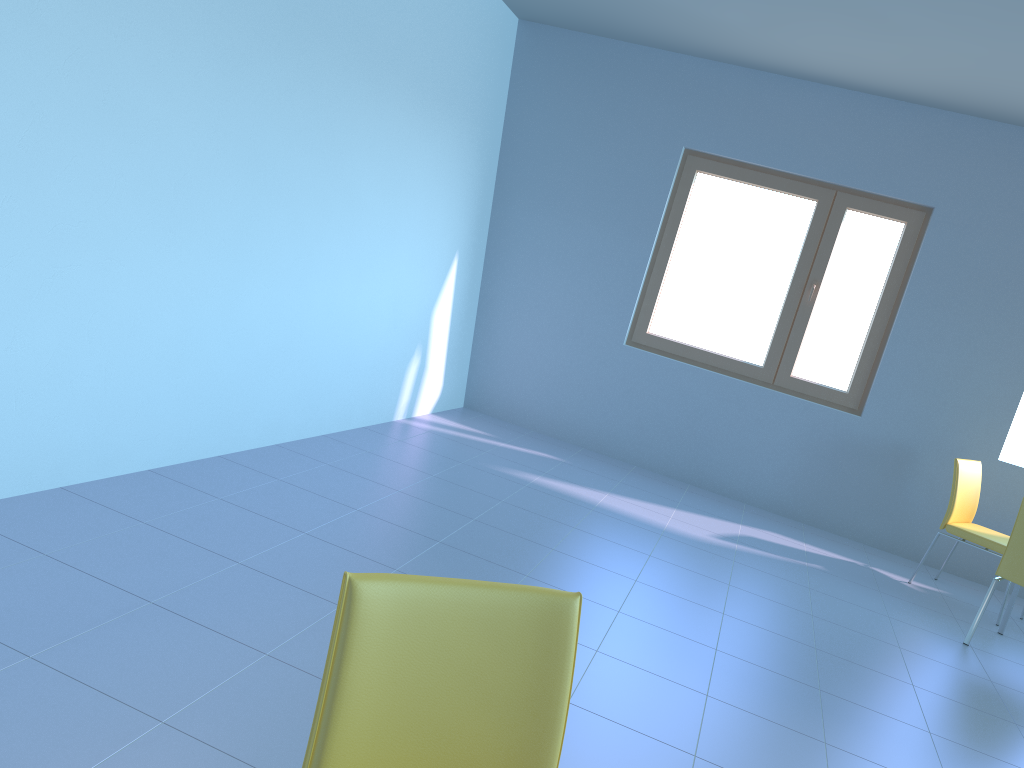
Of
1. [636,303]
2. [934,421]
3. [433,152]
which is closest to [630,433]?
[636,303]

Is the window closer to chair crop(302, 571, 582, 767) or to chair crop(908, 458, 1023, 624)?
chair crop(908, 458, 1023, 624)

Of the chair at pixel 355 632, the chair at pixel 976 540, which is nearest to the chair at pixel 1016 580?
the chair at pixel 976 540

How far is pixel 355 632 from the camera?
1.07m

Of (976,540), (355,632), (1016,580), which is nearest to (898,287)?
(976,540)

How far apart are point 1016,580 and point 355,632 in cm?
363

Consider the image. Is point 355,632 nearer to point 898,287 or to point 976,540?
point 976,540

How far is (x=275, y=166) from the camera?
3.36m

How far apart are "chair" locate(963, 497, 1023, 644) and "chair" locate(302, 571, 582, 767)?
3.3 meters

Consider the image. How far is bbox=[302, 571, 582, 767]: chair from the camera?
1.1 meters
